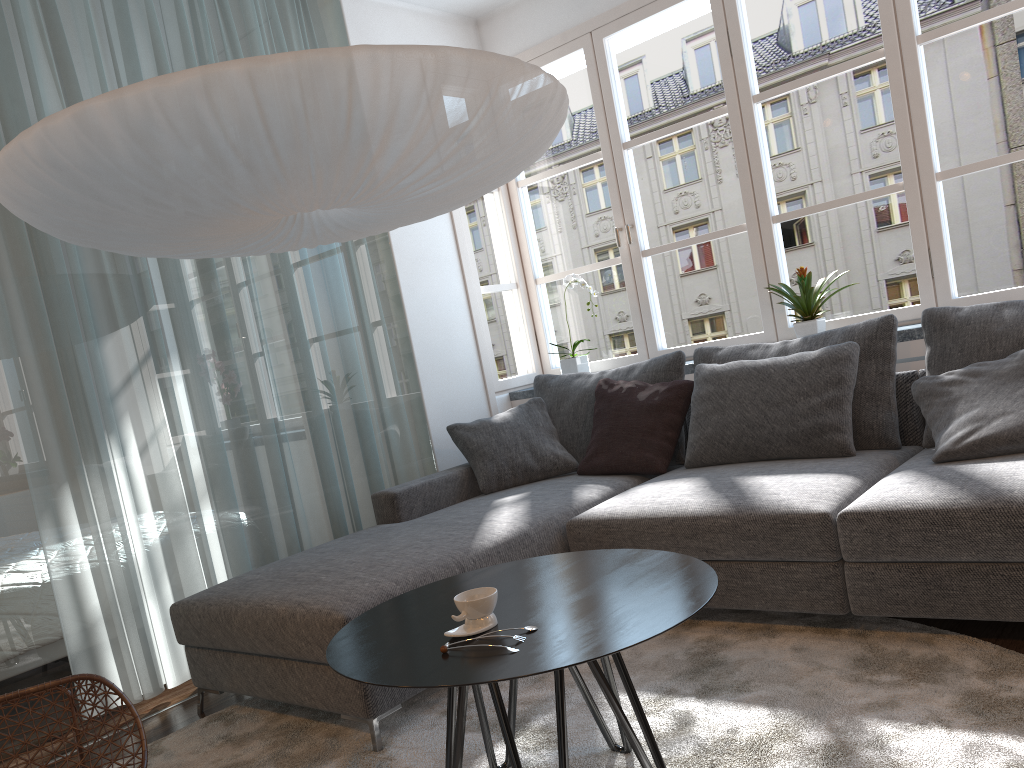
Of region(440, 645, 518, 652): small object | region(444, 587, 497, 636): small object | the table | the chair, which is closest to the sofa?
the table

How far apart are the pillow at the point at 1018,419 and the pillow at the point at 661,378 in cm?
100

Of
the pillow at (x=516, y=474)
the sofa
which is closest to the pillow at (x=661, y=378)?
the pillow at (x=516, y=474)

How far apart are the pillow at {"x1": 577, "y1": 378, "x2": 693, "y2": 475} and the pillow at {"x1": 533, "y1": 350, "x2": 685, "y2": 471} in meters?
0.1 m

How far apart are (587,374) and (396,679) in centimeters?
266cm

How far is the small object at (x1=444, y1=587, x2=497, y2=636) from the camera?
1.75m

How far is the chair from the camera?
2.1m

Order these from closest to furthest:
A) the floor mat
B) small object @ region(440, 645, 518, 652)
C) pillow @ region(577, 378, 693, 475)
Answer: small object @ region(440, 645, 518, 652), the floor mat, pillow @ region(577, 378, 693, 475)

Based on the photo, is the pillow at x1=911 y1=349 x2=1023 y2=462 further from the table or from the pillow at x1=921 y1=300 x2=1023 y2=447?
the table

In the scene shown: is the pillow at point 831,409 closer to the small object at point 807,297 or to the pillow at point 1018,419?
the pillow at point 1018,419
